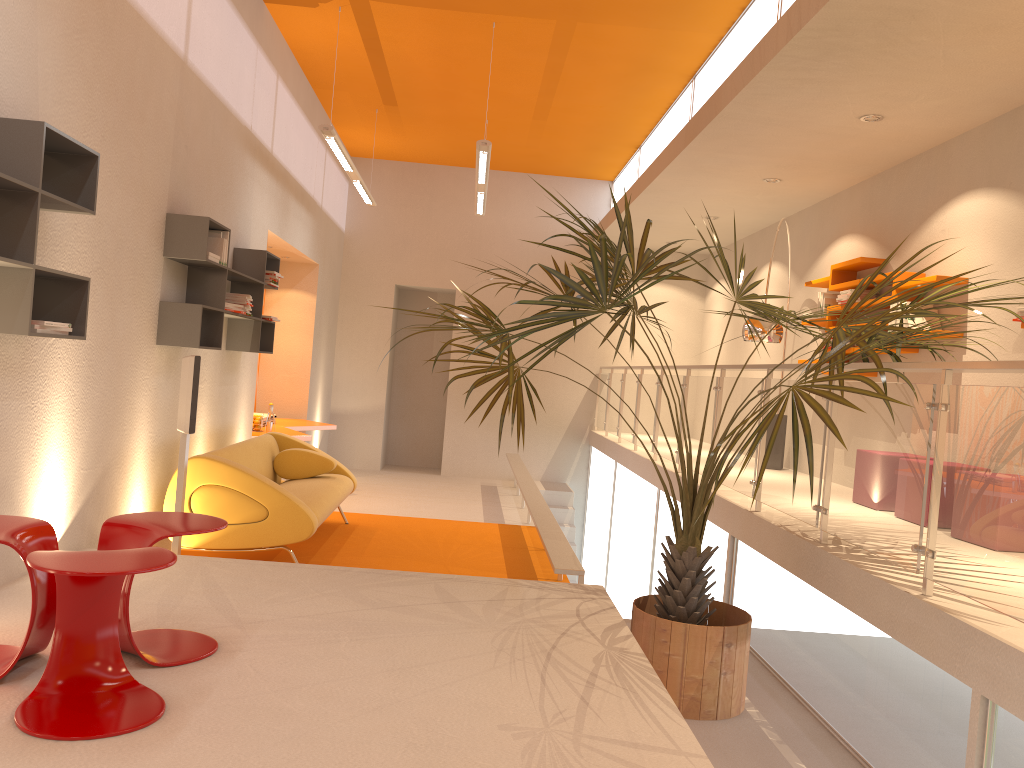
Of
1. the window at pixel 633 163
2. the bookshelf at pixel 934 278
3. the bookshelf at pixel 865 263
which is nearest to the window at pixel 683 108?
the window at pixel 633 163

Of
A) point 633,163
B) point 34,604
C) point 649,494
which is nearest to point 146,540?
point 34,604

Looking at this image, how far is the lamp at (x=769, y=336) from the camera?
6.7m

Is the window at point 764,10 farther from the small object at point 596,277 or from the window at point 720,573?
the window at point 720,573

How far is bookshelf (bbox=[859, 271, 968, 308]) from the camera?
5.8m

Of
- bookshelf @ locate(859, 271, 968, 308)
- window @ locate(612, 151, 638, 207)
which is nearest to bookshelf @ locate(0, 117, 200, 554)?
bookshelf @ locate(859, 271, 968, 308)

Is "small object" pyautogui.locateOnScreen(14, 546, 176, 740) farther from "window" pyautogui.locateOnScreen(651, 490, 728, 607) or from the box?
"window" pyautogui.locateOnScreen(651, 490, 728, 607)

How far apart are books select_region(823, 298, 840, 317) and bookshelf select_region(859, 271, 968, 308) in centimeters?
92cm

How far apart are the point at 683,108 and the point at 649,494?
3.65m

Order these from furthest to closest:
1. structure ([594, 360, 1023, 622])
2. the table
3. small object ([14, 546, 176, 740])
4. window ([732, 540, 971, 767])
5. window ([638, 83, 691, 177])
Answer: the table, window ([638, 83, 691, 177]), window ([732, 540, 971, 767]), structure ([594, 360, 1023, 622]), small object ([14, 546, 176, 740])
